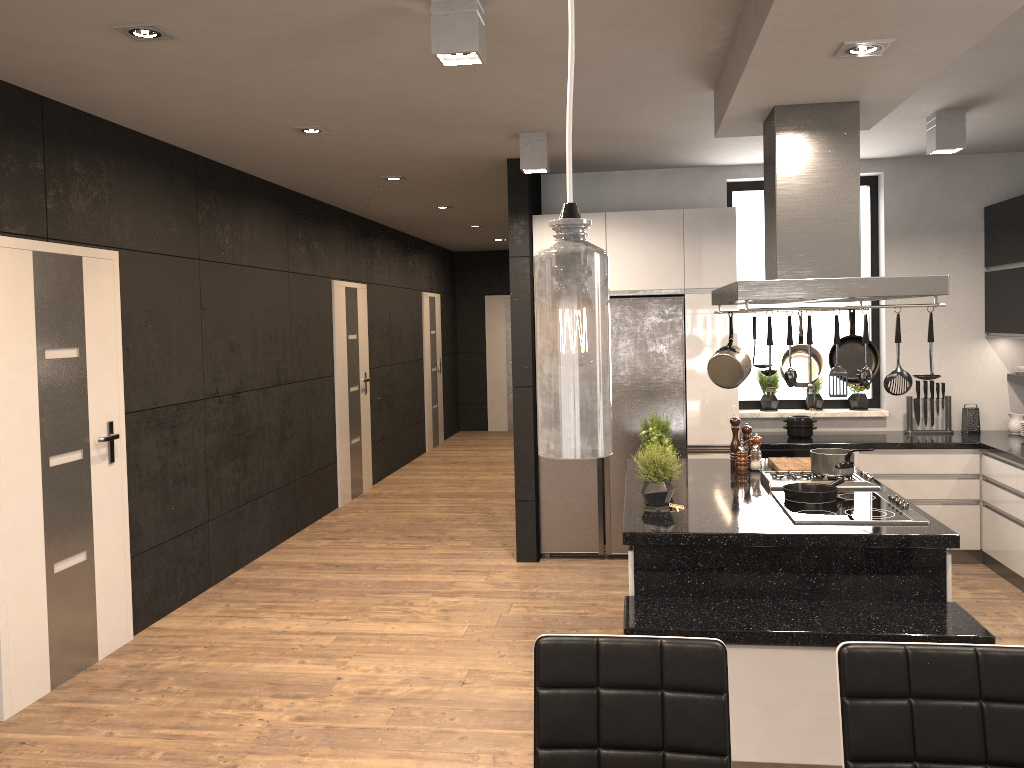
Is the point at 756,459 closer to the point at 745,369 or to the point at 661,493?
the point at 745,369

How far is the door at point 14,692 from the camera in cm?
385

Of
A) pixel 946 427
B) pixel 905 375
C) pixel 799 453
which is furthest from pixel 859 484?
pixel 946 427

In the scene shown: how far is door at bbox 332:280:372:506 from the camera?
8.09m

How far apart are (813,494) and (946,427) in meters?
2.9

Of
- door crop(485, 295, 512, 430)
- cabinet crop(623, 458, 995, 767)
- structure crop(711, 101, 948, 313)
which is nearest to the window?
cabinet crop(623, 458, 995, 767)

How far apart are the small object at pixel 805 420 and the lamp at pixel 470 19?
3.9 meters

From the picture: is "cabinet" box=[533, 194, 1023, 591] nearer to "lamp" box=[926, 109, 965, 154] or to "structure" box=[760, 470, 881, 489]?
"lamp" box=[926, 109, 965, 154]

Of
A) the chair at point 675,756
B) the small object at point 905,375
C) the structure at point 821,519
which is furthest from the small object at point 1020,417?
the chair at point 675,756

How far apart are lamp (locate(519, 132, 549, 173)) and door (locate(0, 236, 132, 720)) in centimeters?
228cm
